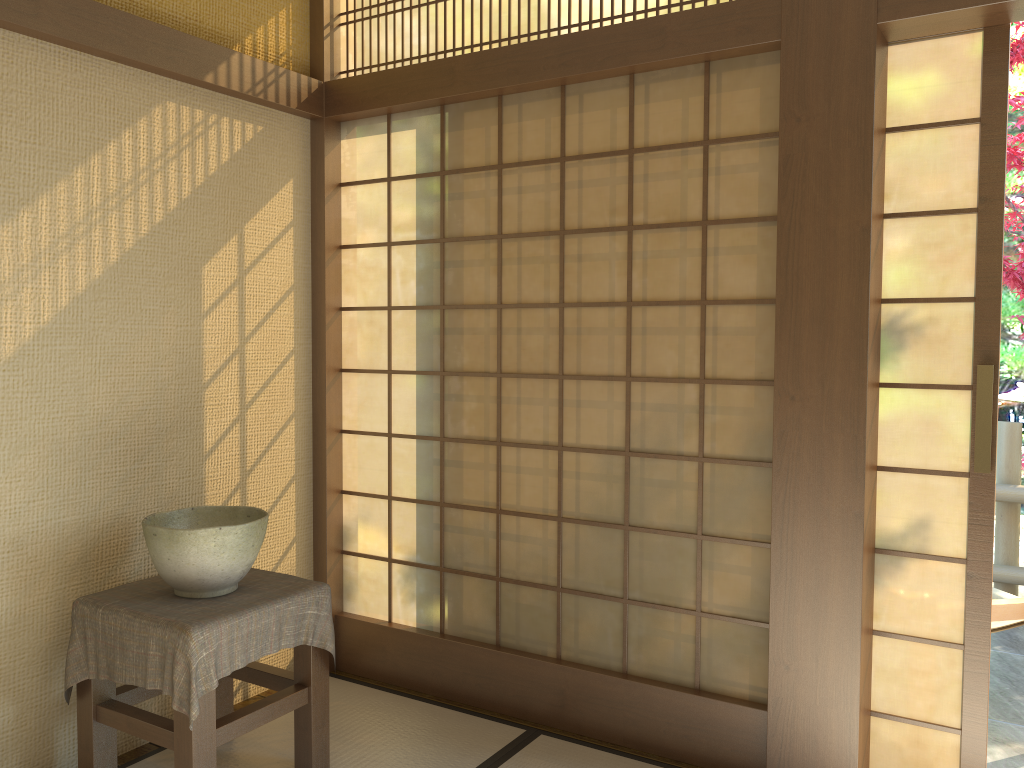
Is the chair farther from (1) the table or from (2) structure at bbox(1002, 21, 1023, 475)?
(2) structure at bbox(1002, 21, 1023, 475)

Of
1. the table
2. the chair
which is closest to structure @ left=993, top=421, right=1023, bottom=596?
the chair

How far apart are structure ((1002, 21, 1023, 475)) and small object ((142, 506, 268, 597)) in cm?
397

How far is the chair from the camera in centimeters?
311cm

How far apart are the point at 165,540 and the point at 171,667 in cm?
35

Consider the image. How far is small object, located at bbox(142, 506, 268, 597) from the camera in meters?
2.5 m

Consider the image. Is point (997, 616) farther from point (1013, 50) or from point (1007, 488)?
point (1013, 50)

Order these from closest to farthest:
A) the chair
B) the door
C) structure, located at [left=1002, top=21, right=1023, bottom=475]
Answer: the door, the chair, structure, located at [left=1002, top=21, right=1023, bottom=475]

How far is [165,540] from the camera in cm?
249

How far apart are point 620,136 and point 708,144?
0.3m
